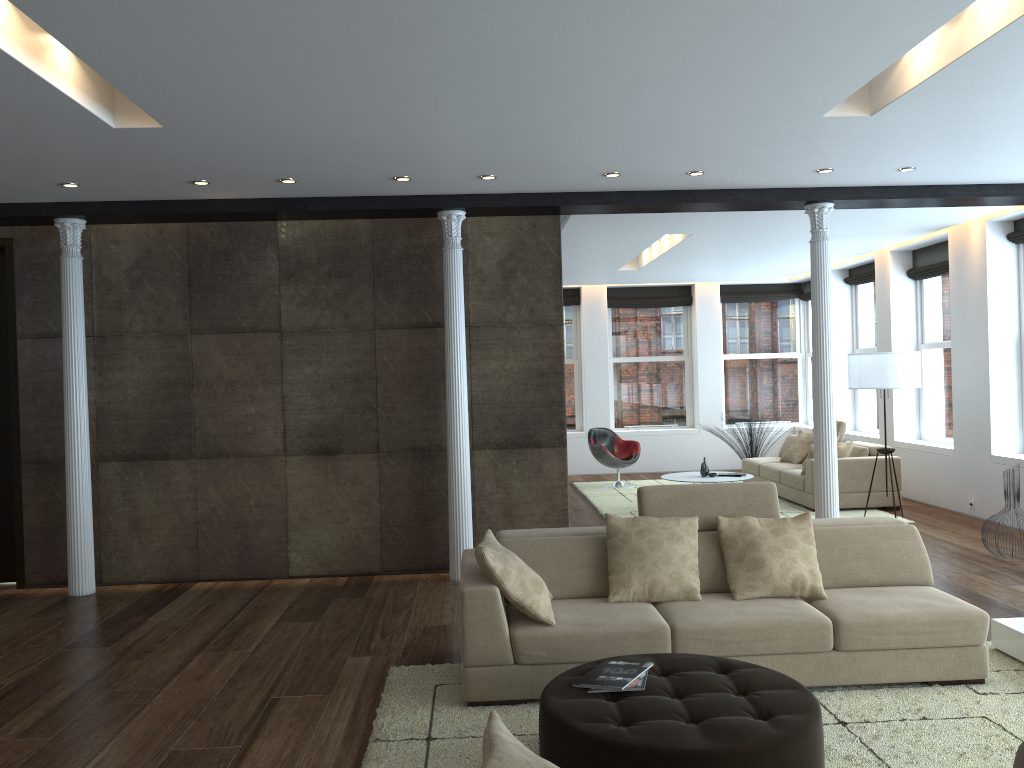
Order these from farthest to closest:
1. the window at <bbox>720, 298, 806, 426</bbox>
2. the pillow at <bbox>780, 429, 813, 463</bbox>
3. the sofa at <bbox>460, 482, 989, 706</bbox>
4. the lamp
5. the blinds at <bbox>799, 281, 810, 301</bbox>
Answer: the window at <bbox>720, 298, 806, 426</bbox>, the blinds at <bbox>799, 281, 810, 301</bbox>, the pillow at <bbox>780, 429, 813, 463</bbox>, the lamp, the sofa at <bbox>460, 482, 989, 706</bbox>

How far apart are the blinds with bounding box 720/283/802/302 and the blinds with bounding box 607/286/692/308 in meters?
0.6

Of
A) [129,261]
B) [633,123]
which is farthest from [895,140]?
[129,261]

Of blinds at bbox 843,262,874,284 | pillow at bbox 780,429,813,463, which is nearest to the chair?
pillow at bbox 780,429,813,463

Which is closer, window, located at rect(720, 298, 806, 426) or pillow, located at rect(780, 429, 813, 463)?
pillow, located at rect(780, 429, 813, 463)

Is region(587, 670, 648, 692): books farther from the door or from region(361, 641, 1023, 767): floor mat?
the door

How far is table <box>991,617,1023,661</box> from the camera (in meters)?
4.61

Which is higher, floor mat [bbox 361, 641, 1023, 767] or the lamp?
the lamp

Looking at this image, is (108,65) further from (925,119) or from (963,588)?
(963,588)

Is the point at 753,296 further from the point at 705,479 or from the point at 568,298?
the point at 705,479
